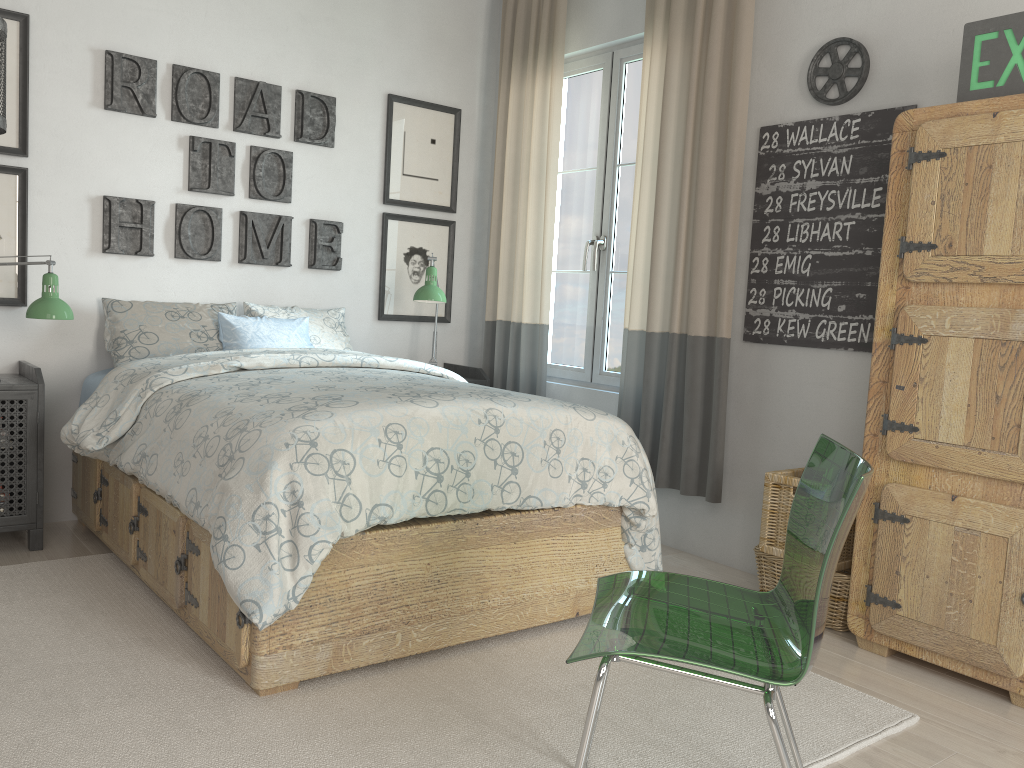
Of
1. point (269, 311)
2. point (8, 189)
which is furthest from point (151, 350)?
point (8, 189)

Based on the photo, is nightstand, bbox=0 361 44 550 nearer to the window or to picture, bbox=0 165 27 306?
picture, bbox=0 165 27 306

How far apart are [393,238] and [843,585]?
2.61m

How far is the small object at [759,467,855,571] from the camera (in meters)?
2.86

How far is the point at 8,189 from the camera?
3.3m

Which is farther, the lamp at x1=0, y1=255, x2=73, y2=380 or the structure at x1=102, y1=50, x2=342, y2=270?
the structure at x1=102, y1=50, x2=342, y2=270

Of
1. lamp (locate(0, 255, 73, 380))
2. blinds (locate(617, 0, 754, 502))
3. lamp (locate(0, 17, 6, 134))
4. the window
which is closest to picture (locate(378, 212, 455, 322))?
the window

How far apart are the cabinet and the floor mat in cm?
30

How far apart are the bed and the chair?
0.63m

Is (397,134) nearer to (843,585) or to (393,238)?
(393,238)
